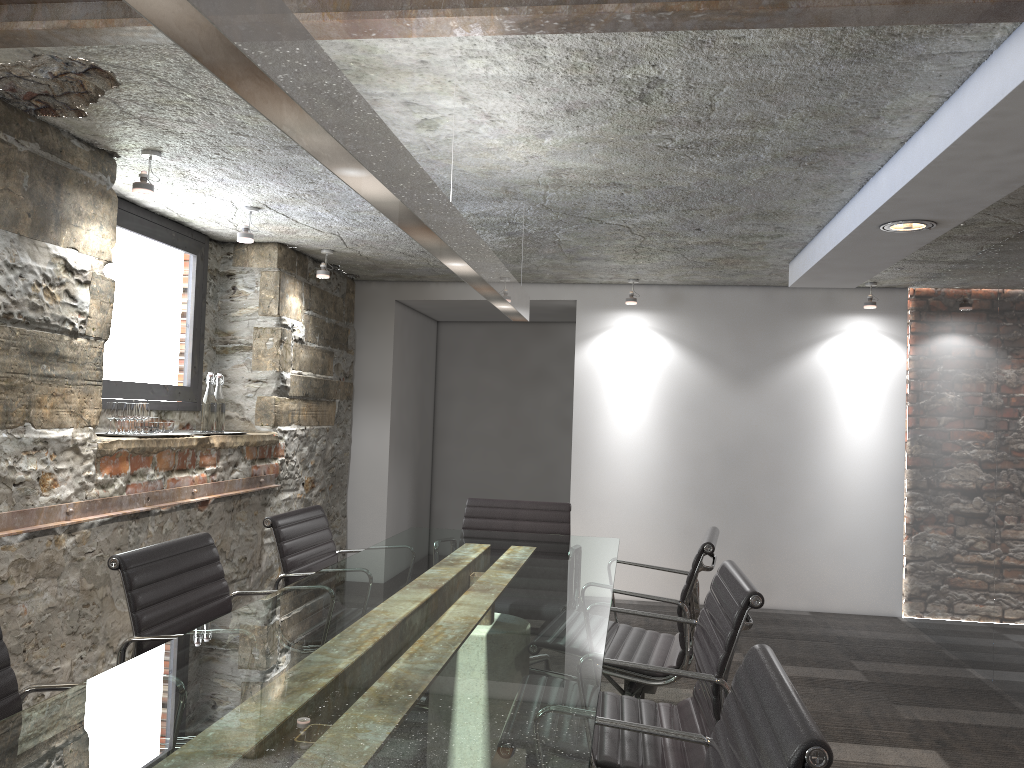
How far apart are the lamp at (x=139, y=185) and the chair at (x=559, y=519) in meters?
1.8 m

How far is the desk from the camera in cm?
130

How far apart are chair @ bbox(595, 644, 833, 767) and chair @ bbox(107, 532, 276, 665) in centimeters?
108cm

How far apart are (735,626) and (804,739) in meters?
0.9

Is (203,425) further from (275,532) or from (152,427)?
(275,532)

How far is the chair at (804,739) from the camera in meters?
1.1

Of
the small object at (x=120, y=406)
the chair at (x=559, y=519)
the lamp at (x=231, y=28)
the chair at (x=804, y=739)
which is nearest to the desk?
the chair at (x=804, y=739)

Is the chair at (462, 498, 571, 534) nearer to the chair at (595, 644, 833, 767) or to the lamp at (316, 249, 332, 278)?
the lamp at (316, 249, 332, 278)

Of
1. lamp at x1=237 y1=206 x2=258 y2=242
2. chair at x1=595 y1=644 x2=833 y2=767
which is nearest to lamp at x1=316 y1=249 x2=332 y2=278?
lamp at x1=237 y1=206 x2=258 y2=242

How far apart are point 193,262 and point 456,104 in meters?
2.6
